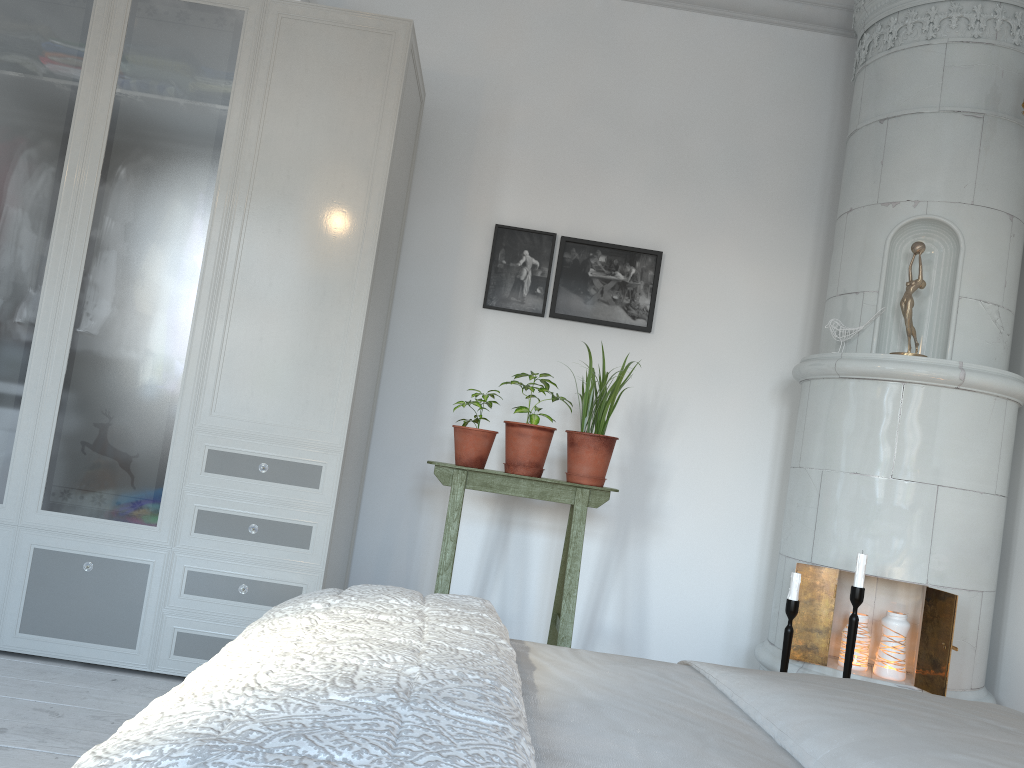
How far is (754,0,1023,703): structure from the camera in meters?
2.8 m

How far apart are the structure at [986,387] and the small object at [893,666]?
0.03m

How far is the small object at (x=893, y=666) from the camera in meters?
2.8

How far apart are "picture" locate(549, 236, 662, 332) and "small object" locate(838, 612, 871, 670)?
1.32m

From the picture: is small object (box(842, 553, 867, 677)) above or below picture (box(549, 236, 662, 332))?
below

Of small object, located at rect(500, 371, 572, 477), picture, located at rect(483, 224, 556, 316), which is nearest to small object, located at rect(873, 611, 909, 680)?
small object, located at rect(500, 371, 572, 477)

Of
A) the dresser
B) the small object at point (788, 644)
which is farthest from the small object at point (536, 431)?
the small object at point (788, 644)

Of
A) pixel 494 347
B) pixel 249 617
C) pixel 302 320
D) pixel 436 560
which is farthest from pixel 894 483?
pixel 249 617

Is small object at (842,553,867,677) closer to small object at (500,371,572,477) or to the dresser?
small object at (500,371,572,477)

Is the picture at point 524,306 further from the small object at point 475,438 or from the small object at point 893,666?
the small object at point 893,666
